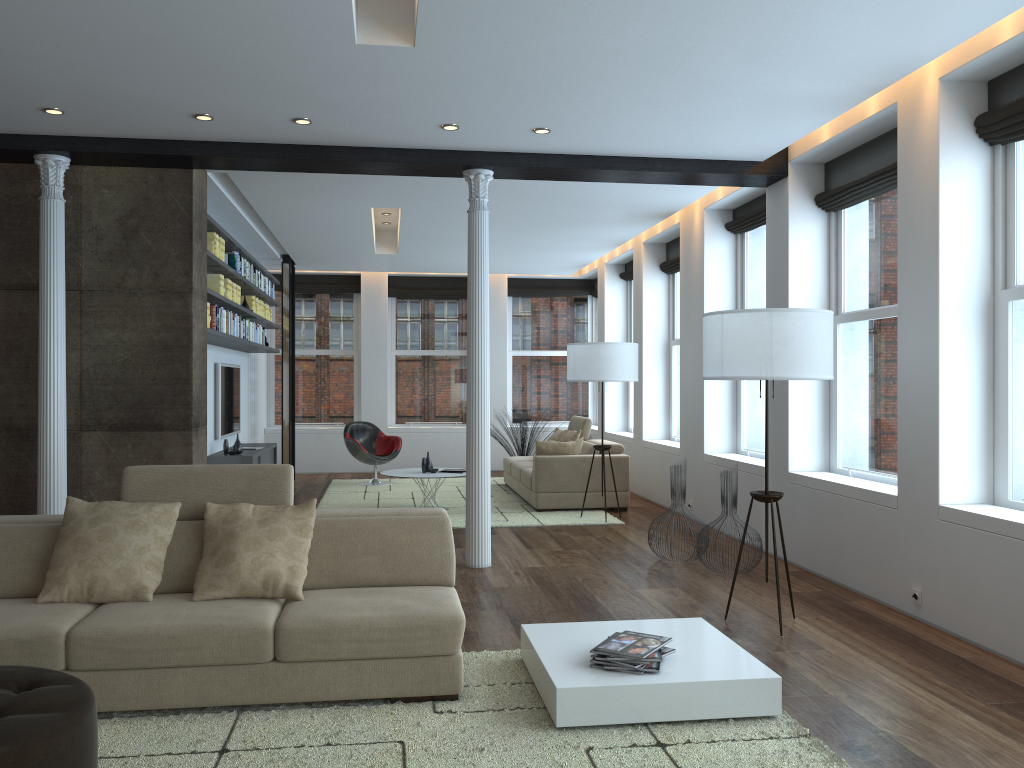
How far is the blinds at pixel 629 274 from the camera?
11.8m

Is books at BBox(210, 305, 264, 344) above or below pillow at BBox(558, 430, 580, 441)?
above

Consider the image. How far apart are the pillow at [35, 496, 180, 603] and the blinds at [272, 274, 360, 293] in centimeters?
960cm

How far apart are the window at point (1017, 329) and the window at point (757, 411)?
2.98m

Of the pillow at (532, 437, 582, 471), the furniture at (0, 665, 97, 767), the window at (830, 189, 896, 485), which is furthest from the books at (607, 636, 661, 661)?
the pillow at (532, 437, 582, 471)

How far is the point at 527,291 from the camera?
13.9m

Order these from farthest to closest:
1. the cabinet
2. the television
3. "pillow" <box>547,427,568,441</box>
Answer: "pillow" <box>547,427,568,441</box>
the television
the cabinet

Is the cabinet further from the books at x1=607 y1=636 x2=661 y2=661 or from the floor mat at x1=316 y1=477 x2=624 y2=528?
the books at x1=607 y1=636 x2=661 y2=661

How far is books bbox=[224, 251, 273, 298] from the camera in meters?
8.5

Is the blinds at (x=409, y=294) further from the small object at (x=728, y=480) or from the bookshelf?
the small object at (x=728, y=480)
